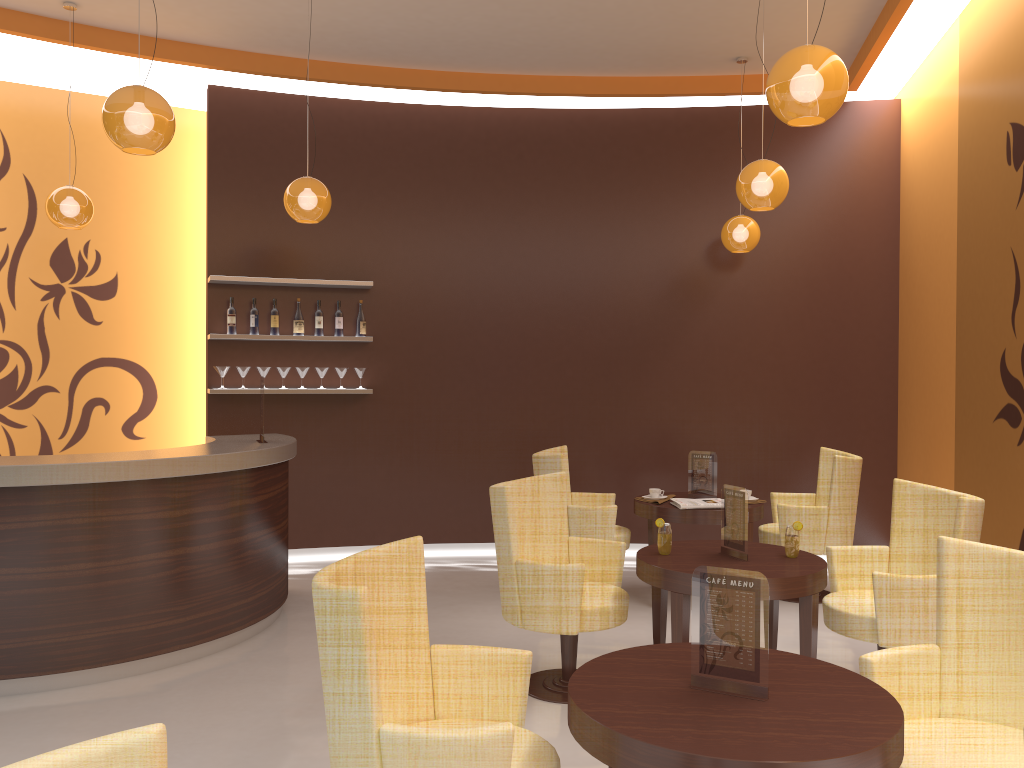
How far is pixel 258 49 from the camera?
6.76m

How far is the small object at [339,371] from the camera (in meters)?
7.17

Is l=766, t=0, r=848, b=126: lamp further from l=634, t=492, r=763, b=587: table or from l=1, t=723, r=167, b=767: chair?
l=1, t=723, r=167, b=767: chair

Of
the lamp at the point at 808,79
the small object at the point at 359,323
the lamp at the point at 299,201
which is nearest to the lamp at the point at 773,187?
the lamp at the point at 808,79

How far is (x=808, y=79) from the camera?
3.23m

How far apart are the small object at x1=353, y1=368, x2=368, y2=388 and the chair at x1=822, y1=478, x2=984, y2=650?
4.1m

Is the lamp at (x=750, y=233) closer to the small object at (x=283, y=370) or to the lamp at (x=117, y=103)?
the small object at (x=283, y=370)

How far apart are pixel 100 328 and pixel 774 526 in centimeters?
554cm

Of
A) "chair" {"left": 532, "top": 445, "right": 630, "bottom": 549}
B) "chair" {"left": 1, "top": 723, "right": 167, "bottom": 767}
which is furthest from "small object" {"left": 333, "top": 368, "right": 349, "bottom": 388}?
"chair" {"left": 1, "top": 723, "right": 167, "bottom": 767}

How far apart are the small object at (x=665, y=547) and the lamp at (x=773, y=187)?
2.0 meters
